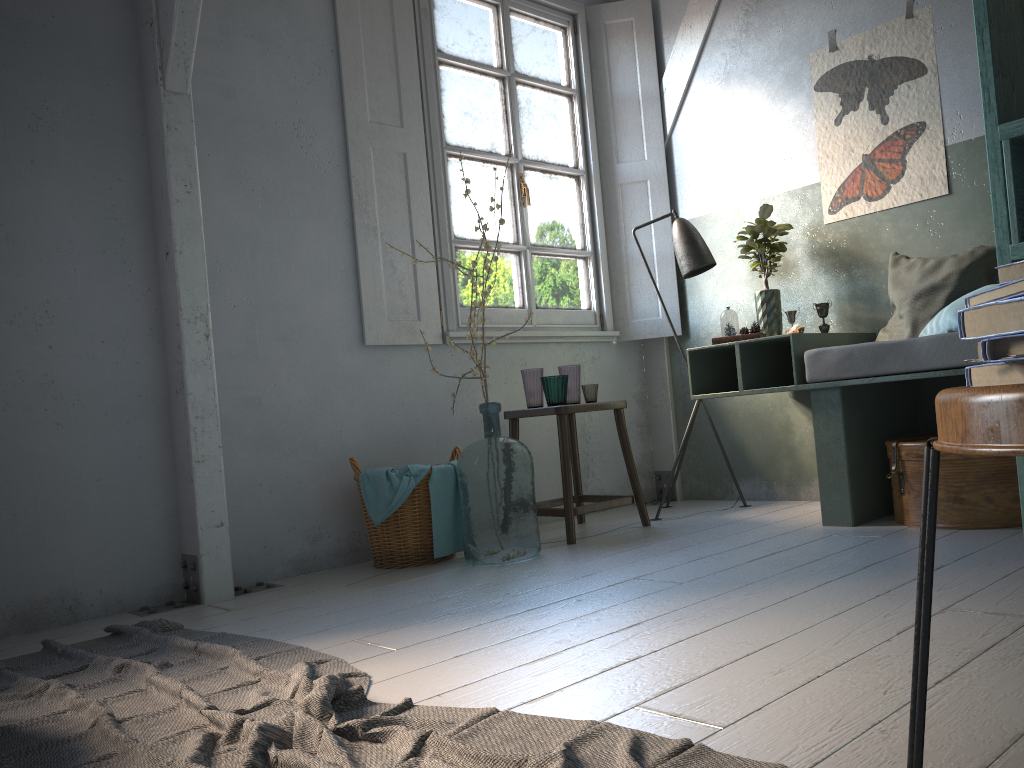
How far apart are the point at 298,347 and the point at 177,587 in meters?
1.3

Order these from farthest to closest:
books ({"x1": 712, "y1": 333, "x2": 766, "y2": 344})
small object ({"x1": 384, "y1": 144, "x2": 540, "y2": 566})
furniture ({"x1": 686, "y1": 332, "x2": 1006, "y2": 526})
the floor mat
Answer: books ({"x1": 712, "y1": 333, "x2": 766, "y2": 344}), small object ({"x1": 384, "y1": 144, "x2": 540, "y2": 566}), furniture ({"x1": 686, "y1": 332, "x2": 1006, "y2": 526}), the floor mat

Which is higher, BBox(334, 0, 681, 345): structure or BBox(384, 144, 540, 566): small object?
BBox(334, 0, 681, 345): structure

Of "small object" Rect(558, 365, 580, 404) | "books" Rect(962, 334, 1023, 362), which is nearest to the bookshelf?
"books" Rect(962, 334, 1023, 362)

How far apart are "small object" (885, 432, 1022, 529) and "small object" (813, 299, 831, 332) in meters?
0.8

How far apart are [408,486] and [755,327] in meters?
1.9 m

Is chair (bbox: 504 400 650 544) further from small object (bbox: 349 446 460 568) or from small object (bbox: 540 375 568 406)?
small object (bbox: 349 446 460 568)

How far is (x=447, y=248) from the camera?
5.0m

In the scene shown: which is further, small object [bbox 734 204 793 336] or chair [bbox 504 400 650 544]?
small object [bbox 734 204 793 336]

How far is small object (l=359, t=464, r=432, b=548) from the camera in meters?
4.1
